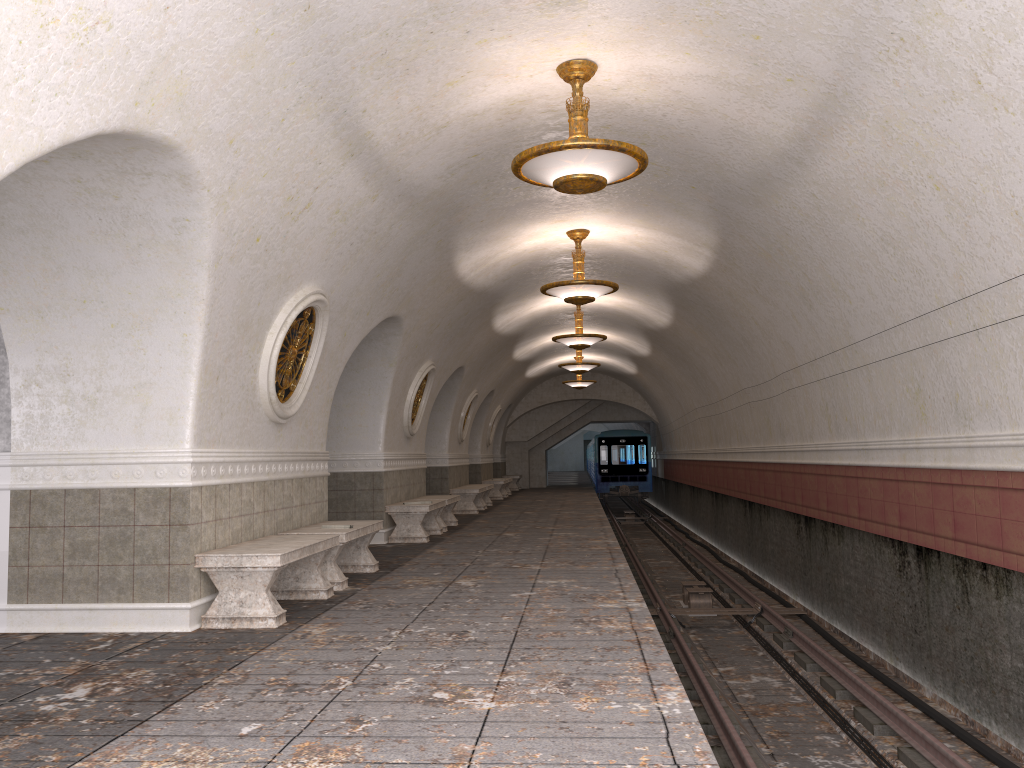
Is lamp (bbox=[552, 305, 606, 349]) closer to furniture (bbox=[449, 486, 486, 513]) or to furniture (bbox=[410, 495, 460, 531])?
furniture (bbox=[410, 495, 460, 531])

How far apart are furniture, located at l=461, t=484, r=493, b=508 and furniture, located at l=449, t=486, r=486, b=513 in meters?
0.9 m

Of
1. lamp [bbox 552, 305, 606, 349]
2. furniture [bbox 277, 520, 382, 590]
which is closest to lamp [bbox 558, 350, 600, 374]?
lamp [bbox 552, 305, 606, 349]

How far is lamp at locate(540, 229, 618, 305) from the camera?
11.0 meters

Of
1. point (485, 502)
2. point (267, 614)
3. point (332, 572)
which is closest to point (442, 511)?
point (332, 572)

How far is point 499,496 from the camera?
23.9m

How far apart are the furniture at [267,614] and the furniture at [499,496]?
16.6m

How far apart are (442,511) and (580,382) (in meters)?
12.13

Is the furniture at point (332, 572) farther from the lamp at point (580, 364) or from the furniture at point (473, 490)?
the lamp at point (580, 364)

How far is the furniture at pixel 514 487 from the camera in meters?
30.2
